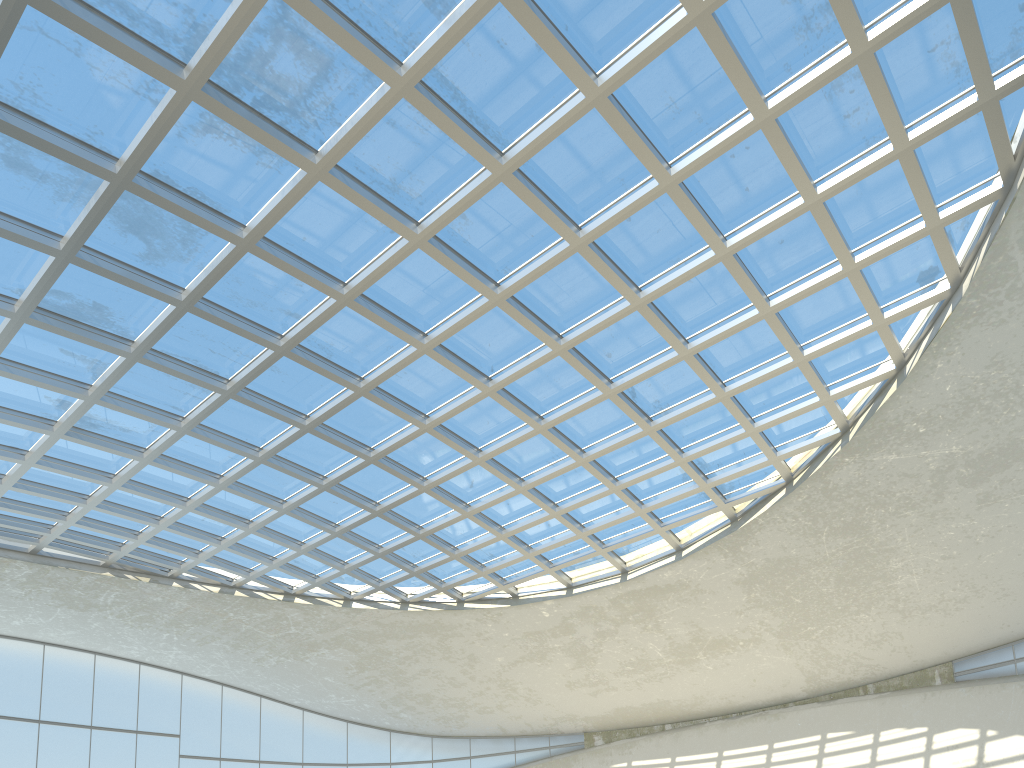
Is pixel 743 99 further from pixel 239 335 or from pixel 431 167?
pixel 239 335

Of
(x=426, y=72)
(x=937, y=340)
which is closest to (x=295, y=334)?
(x=426, y=72)
